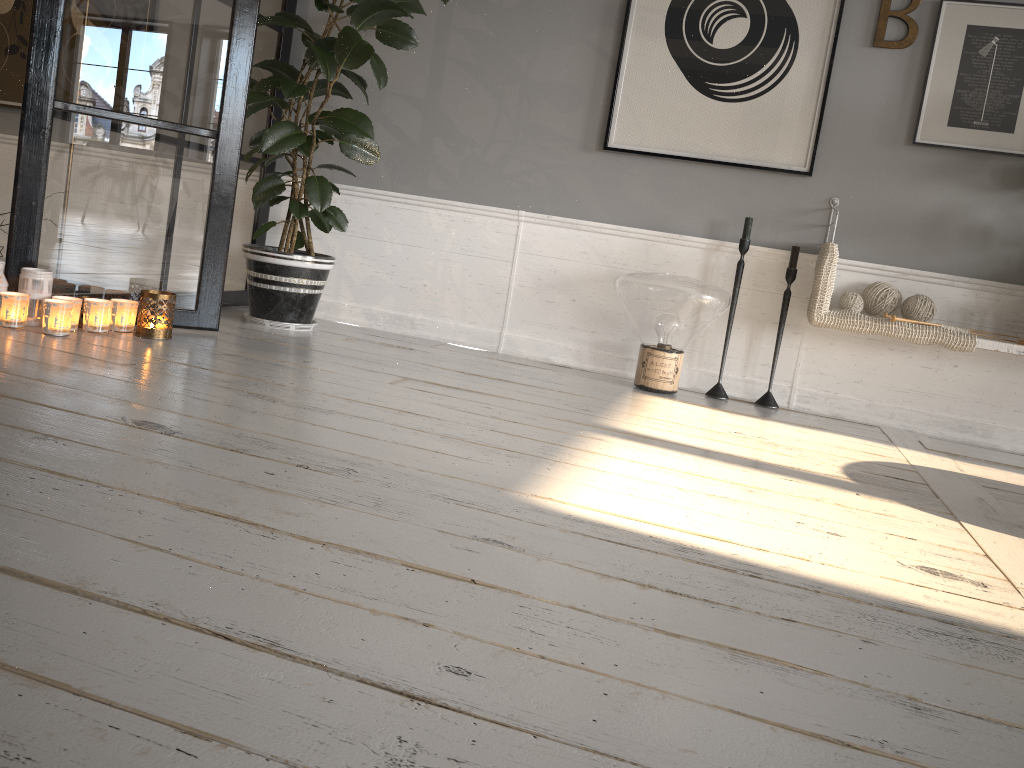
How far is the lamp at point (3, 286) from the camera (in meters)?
2.57

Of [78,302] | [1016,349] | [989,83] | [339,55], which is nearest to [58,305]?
[78,302]

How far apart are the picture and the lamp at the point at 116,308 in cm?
185

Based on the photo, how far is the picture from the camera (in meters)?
3.13

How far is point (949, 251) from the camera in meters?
3.2

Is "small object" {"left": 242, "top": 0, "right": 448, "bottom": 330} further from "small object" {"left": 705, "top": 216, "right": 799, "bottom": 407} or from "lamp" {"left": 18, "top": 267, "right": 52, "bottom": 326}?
"small object" {"left": 705, "top": 216, "right": 799, "bottom": 407}

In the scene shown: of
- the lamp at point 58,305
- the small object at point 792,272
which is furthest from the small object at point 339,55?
the small object at point 792,272

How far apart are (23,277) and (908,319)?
2.8m

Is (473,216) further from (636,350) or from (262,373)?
(262,373)

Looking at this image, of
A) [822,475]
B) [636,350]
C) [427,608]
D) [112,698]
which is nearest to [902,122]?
[636,350]
